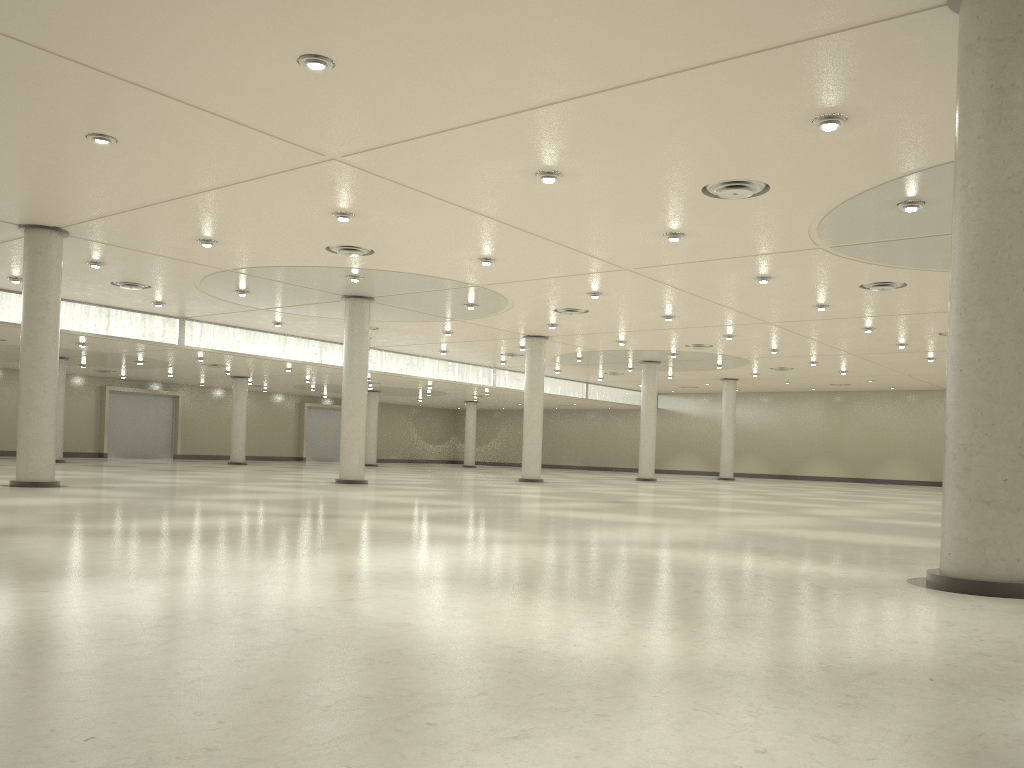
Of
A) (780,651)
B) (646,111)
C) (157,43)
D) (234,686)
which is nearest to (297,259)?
(157,43)
